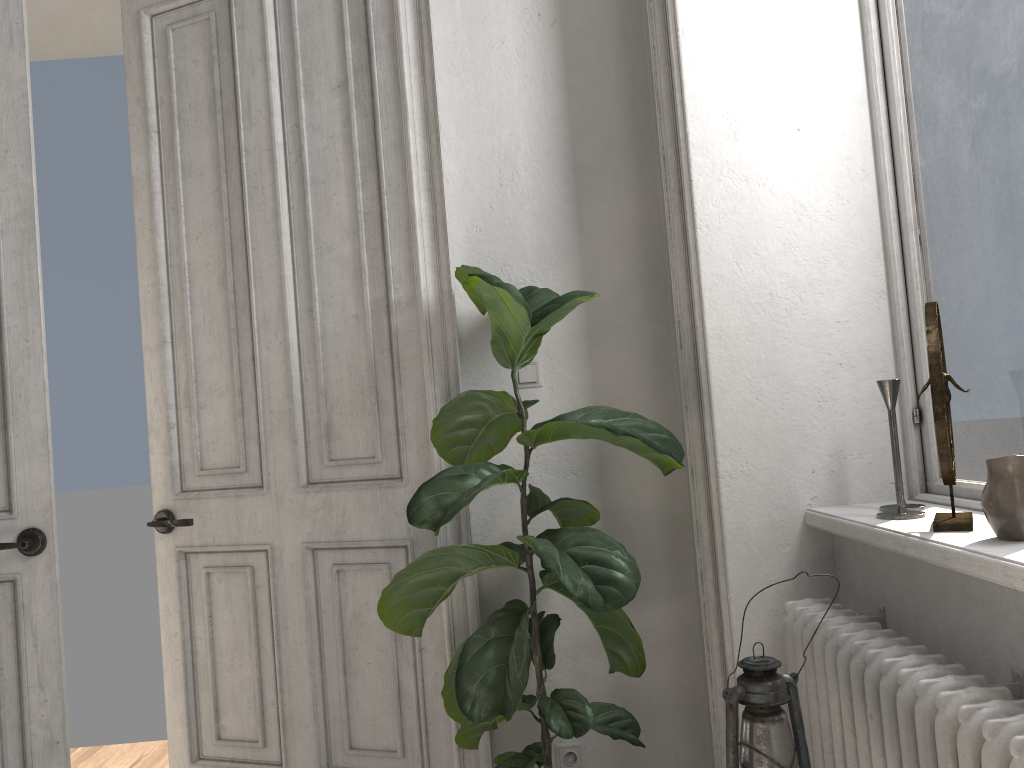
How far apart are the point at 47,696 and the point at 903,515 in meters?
2.3

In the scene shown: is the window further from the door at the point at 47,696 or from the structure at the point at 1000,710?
the door at the point at 47,696

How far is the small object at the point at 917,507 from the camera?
1.93m

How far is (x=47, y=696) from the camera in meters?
2.5

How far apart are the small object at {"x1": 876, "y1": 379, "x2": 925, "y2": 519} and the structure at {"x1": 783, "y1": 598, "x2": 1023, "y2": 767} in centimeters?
21cm

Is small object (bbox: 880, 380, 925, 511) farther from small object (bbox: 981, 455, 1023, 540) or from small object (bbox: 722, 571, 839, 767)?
small object (bbox: 722, 571, 839, 767)

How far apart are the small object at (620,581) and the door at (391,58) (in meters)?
0.14

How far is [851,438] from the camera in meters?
2.2

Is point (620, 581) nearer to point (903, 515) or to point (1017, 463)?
point (903, 515)

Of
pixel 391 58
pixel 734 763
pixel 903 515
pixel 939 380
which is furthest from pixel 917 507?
pixel 391 58
